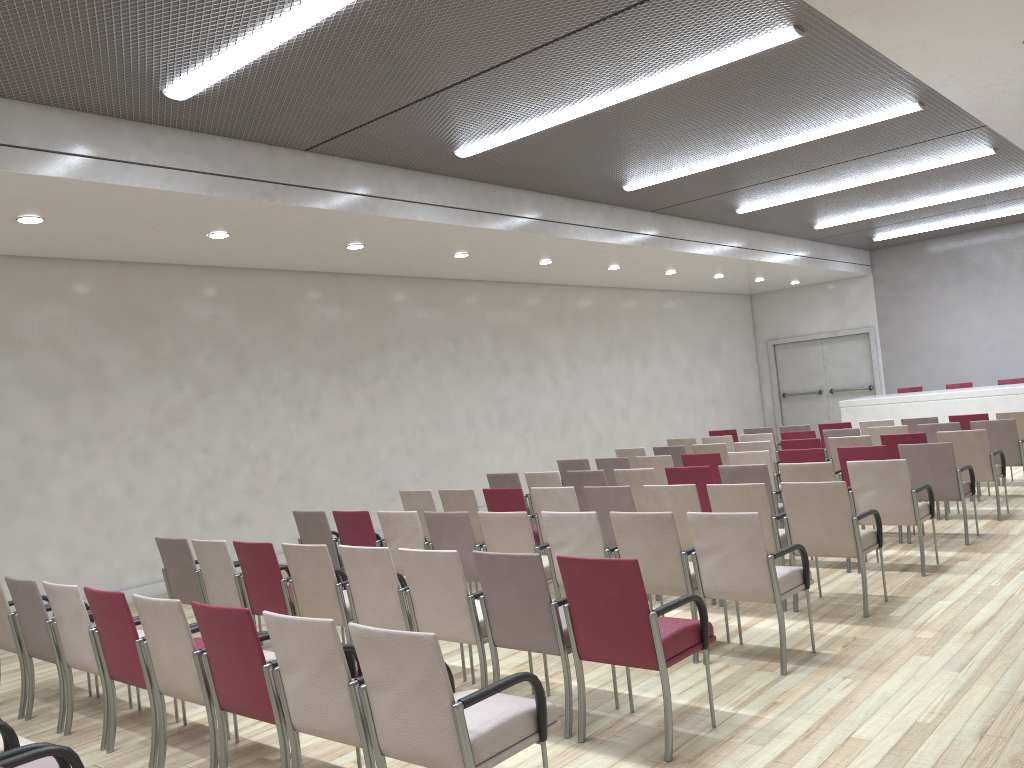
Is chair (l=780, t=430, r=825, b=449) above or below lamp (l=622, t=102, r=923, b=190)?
below

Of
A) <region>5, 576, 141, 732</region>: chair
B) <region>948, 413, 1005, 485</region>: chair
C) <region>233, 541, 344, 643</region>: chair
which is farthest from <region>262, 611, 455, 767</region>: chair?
<region>948, 413, 1005, 485</region>: chair

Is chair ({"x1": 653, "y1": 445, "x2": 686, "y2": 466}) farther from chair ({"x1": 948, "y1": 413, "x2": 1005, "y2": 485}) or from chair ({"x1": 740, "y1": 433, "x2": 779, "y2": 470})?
chair ({"x1": 948, "y1": 413, "x2": 1005, "y2": 485})

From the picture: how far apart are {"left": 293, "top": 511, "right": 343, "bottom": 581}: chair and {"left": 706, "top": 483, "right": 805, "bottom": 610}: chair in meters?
3.1 m

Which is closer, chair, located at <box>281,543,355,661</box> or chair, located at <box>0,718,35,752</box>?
chair, located at <box>0,718,35,752</box>

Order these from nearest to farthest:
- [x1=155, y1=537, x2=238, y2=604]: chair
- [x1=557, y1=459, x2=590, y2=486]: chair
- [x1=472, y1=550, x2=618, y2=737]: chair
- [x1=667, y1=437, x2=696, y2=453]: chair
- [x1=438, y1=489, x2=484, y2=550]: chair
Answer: [x1=472, y1=550, x2=618, y2=737]: chair, [x1=155, y1=537, x2=238, y2=604]: chair, [x1=438, y1=489, x2=484, y2=550]: chair, [x1=557, y1=459, x2=590, y2=486]: chair, [x1=667, y1=437, x2=696, y2=453]: chair

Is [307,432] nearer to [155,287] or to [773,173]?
[155,287]

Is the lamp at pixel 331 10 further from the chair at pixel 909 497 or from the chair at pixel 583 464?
the chair at pixel 583 464

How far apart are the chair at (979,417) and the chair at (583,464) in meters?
4.7

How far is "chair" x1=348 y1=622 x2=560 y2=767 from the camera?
3.0 meters
